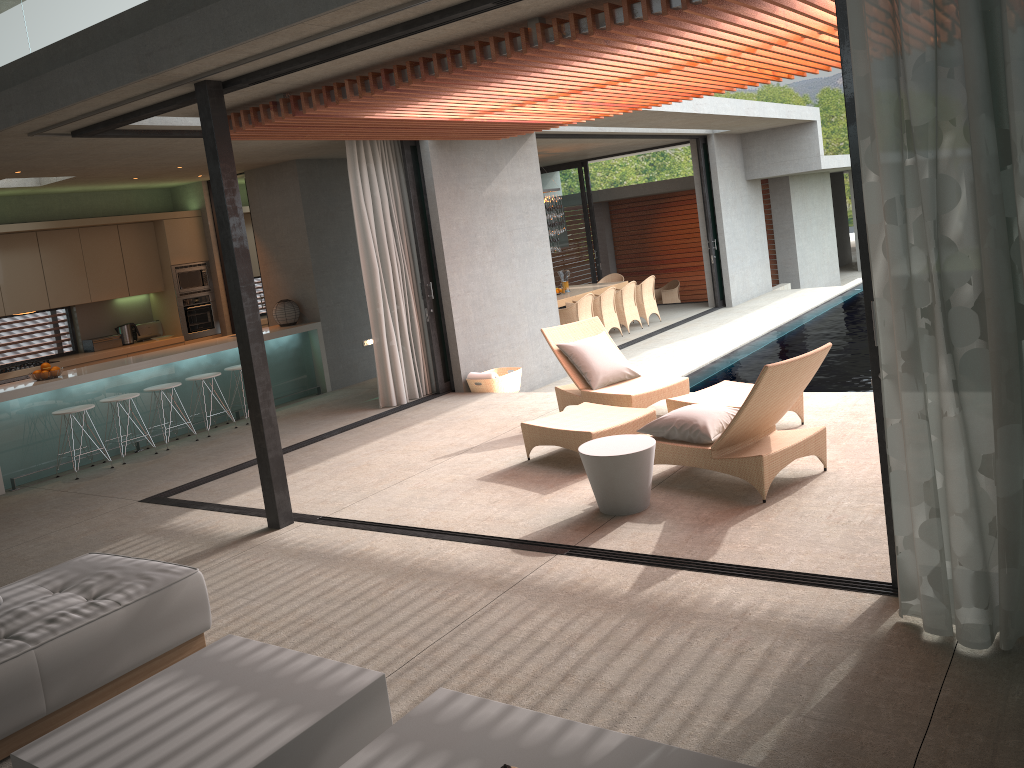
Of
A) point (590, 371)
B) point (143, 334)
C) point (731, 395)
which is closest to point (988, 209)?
point (731, 395)

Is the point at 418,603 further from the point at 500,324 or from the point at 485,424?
the point at 500,324

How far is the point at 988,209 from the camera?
3.0 meters

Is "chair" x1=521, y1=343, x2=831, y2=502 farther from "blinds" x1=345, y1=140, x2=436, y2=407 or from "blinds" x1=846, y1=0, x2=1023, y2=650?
"blinds" x1=345, y1=140, x2=436, y2=407

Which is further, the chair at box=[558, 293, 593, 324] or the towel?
the chair at box=[558, 293, 593, 324]

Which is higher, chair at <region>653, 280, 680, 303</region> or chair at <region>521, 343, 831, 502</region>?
chair at <region>521, 343, 831, 502</region>

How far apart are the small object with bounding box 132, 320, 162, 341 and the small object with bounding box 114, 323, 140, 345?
0.16m

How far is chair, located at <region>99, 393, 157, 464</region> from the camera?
8.77m

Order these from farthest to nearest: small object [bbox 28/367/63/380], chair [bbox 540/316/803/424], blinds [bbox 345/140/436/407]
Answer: blinds [bbox 345/140/436/407] → small object [bbox 28/367/63/380] → chair [bbox 540/316/803/424]

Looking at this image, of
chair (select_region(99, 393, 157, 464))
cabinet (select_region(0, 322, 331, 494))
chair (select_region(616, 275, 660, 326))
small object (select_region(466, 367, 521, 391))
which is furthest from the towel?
chair (select_region(616, 275, 660, 326))
